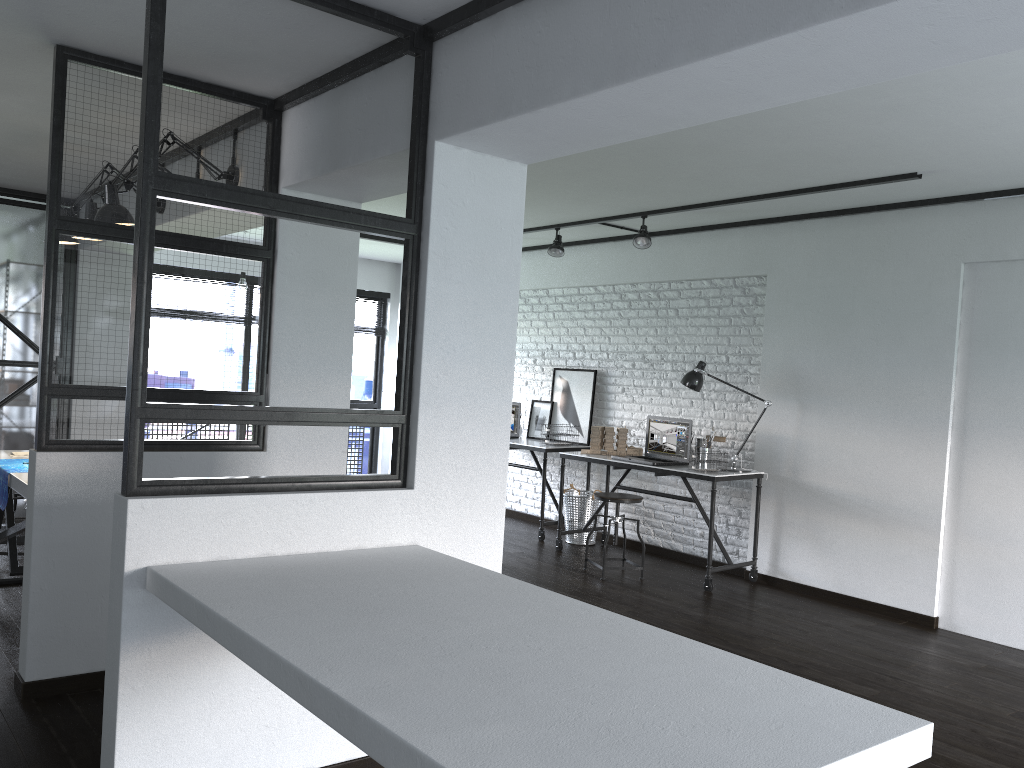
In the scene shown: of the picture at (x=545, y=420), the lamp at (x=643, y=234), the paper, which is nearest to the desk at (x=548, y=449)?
the picture at (x=545, y=420)

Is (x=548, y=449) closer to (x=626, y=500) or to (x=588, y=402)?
(x=588, y=402)

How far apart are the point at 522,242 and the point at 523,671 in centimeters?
619cm

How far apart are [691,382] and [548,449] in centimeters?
138cm

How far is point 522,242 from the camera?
7.57m

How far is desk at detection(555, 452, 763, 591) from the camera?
5.4m

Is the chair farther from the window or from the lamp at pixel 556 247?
the window

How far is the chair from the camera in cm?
562

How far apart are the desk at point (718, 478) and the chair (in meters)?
0.22

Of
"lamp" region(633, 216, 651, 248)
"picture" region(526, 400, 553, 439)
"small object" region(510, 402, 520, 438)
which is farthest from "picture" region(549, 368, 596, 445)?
"lamp" region(633, 216, 651, 248)
